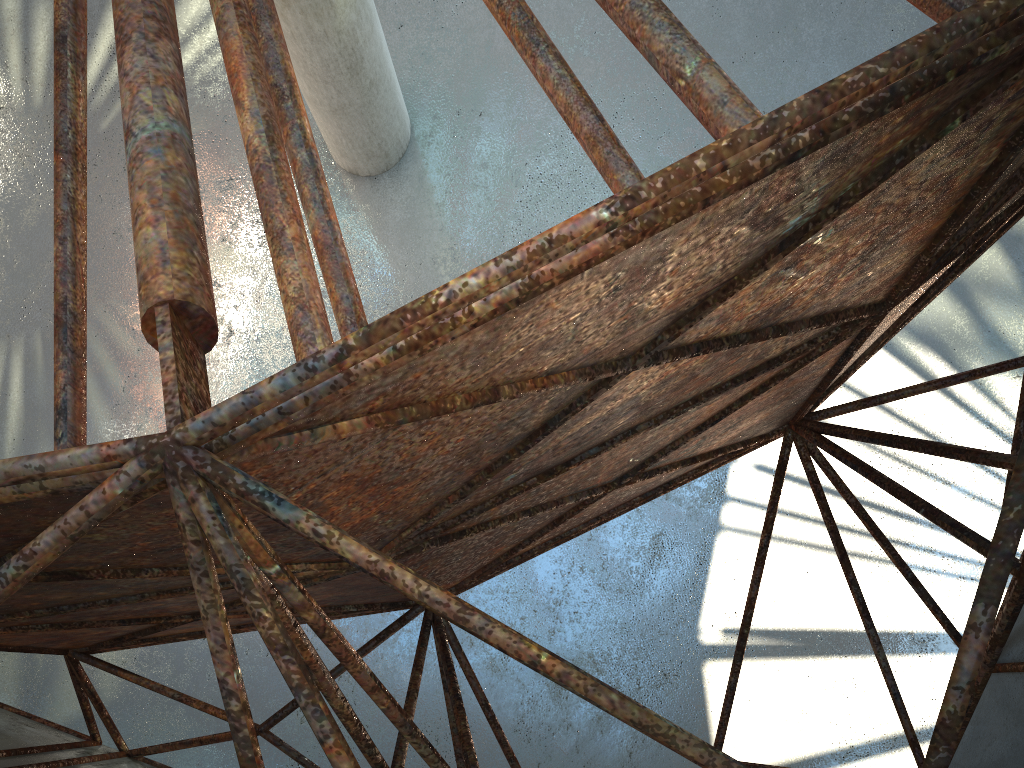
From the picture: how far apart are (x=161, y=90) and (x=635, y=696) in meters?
16.2 m
